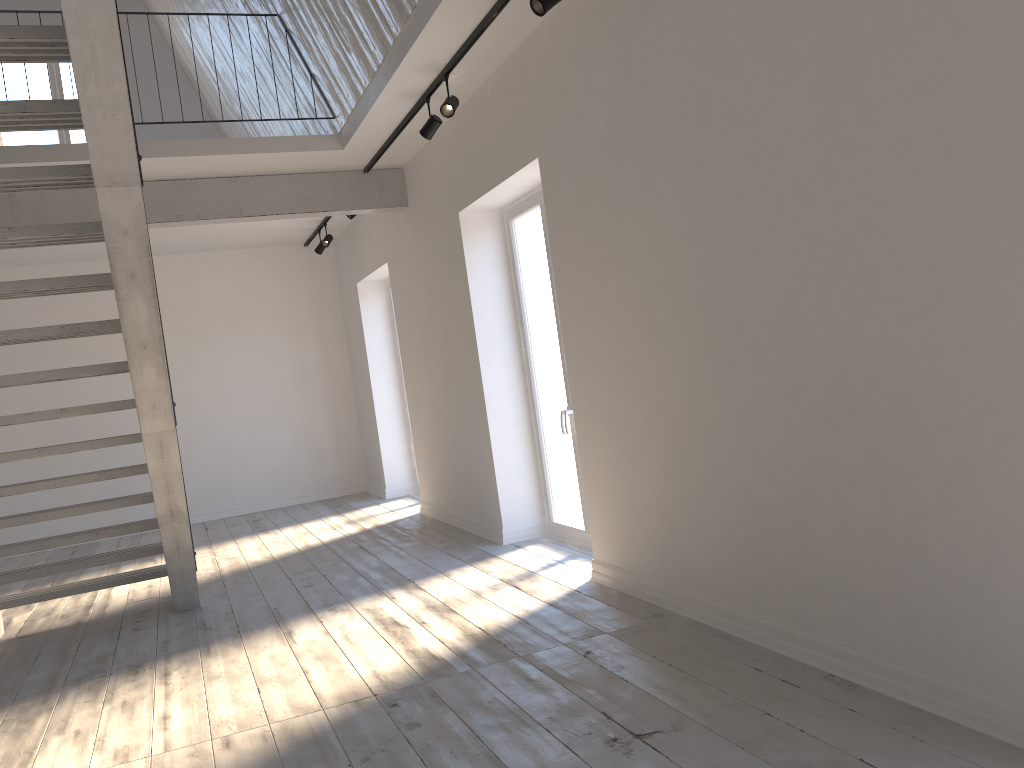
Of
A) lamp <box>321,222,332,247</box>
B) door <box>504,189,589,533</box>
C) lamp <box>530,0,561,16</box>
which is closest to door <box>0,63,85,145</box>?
lamp <box>321,222,332,247</box>

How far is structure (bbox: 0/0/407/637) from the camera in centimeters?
299cm

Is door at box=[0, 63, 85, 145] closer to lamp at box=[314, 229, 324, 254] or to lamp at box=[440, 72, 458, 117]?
lamp at box=[314, 229, 324, 254]

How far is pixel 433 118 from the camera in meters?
5.4 m

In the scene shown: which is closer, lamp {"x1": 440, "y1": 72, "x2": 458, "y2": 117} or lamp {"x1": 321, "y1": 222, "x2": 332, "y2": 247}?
lamp {"x1": 440, "y1": 72, "x2": 458, "y2": 117}

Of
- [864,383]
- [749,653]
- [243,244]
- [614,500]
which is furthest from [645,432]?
[243,244]

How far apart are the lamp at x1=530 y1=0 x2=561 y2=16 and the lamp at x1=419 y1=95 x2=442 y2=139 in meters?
1.7

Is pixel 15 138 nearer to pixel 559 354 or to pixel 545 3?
pixel 559 354

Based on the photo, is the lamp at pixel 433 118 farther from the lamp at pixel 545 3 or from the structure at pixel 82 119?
the structure at pixel 82 119

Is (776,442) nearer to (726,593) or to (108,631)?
(726,593)
